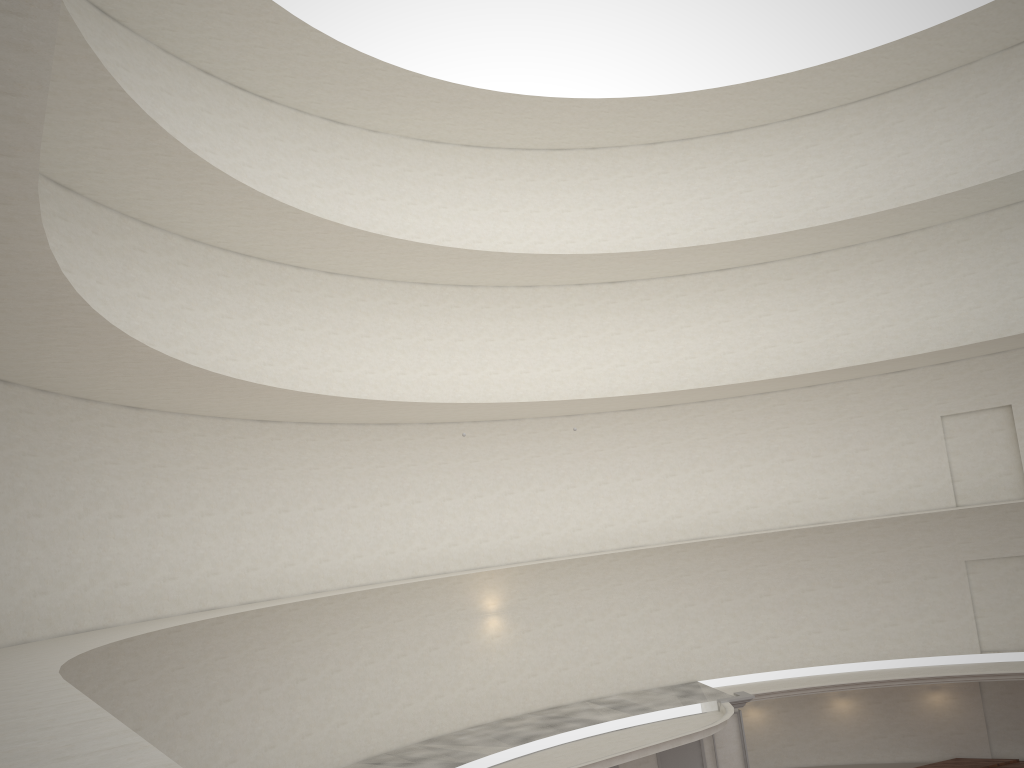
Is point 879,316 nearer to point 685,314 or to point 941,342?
point 941,342

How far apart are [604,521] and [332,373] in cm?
925

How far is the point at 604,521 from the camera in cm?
2631
